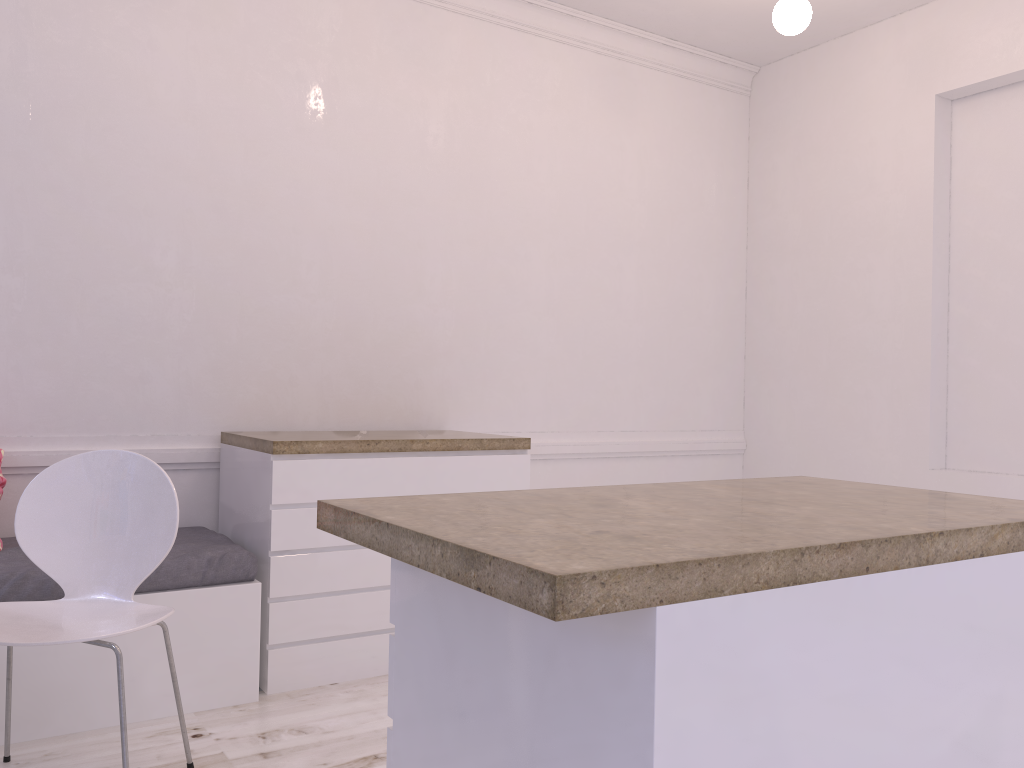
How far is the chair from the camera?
2.2m

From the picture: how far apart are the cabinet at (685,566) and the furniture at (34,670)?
1.51m

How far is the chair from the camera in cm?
217

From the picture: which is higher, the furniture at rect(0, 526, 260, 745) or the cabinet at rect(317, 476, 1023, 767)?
the cabinet at rect(317, 476, 1023, 767)

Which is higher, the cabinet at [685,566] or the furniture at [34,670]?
the cabinet at [685,566]

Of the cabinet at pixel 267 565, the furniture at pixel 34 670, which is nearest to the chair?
the furniture at pixel 34 670

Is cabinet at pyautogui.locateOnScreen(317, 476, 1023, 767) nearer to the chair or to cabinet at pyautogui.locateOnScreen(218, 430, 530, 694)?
the chair

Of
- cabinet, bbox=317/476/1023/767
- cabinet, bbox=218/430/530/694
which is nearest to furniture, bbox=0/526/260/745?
cabinet, bbox=218/430/530/694

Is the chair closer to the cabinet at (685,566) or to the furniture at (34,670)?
the furniture at (34,670)

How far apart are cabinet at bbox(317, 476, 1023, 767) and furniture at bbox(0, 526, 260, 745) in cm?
151
